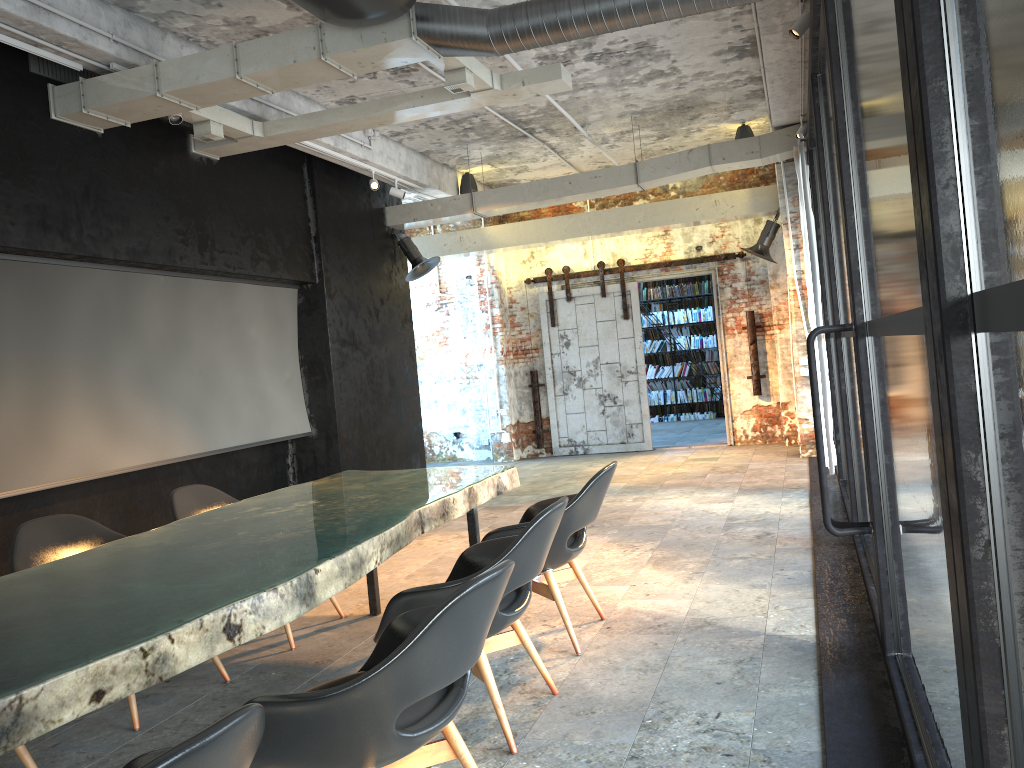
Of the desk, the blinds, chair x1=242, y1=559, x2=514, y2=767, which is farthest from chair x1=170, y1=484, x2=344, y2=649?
the blinds

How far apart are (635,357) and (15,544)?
9.3 meters

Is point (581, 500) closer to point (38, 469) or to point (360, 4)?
point (360, 4)

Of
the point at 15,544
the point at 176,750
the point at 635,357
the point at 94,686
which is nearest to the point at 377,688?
the point at 94,686

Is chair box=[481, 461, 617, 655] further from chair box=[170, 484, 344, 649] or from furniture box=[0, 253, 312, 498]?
furniture box=[0, 253, 312, 498]

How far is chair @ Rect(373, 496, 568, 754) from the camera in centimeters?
311cm

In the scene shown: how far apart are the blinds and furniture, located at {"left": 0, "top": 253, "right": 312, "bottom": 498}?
5.0m

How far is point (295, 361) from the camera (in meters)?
8.95

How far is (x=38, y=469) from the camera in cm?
581

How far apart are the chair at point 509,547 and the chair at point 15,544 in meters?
1.2 m
